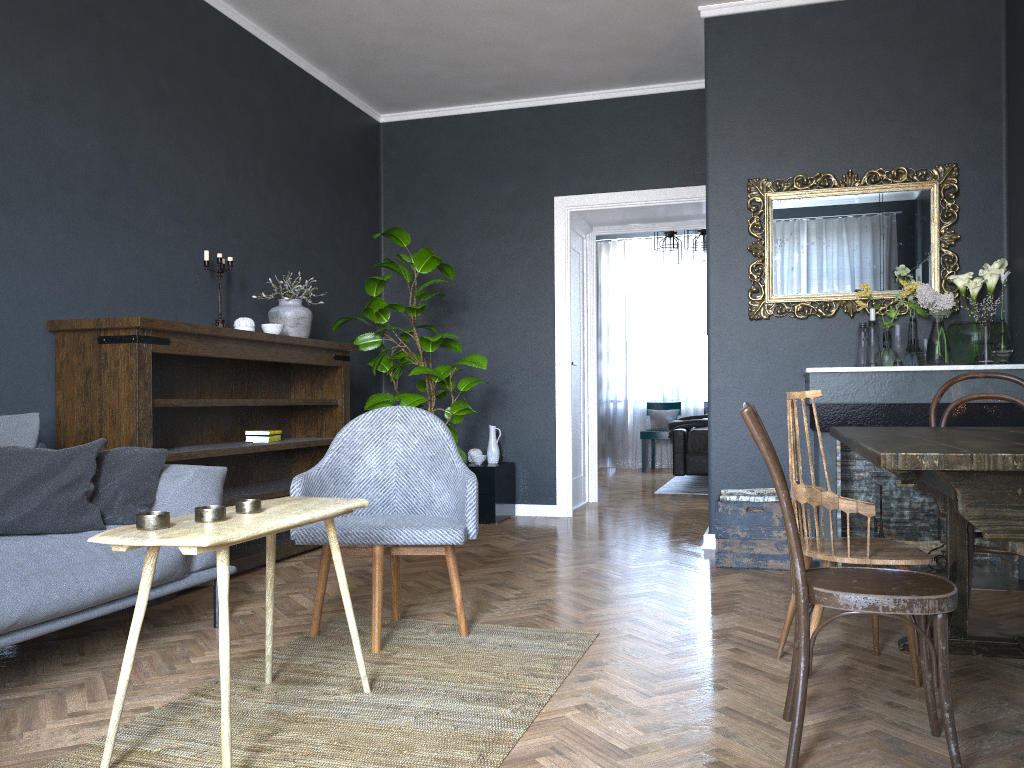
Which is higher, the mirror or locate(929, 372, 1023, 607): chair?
the mirror

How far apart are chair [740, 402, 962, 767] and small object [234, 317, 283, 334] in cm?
314

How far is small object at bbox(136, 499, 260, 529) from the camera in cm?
196

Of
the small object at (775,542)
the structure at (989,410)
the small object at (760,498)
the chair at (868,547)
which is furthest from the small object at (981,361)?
the chair at (868,547)

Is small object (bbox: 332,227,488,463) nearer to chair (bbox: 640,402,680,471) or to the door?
the door

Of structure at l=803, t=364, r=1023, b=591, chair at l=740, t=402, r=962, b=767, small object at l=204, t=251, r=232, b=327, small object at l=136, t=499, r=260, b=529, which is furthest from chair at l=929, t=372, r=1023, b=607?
small object at l=204, t=251, r=232, b=327

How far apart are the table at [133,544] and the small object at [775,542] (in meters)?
2.31

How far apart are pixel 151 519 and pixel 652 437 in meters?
8.4

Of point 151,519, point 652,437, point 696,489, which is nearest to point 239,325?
point 151,519

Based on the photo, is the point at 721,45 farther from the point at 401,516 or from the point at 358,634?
the point at 358,634
